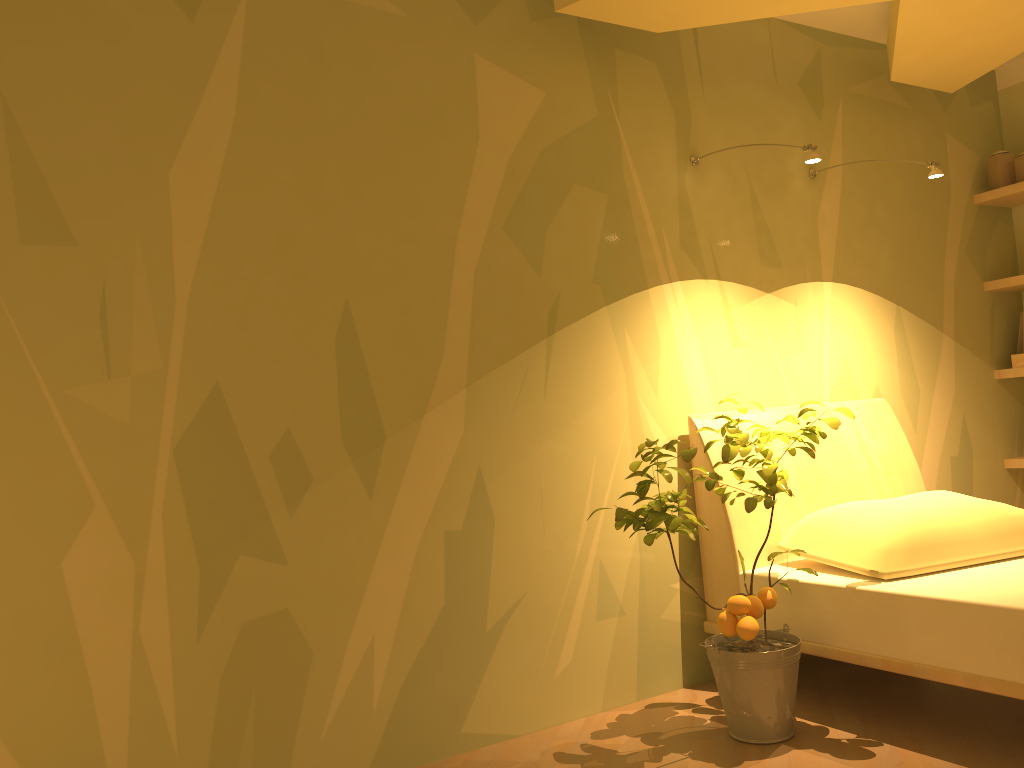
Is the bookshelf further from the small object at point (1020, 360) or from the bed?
the bed

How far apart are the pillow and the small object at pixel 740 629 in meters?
0.2 m

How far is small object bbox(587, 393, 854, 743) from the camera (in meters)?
2.33

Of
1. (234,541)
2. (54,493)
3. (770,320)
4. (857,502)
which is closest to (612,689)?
(857,502)

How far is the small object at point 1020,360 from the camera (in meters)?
3.91

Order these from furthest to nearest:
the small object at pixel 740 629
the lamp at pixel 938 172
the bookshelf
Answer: the bookshelf < the lamp at pixel 938 172 < the small object at pixel 740 629

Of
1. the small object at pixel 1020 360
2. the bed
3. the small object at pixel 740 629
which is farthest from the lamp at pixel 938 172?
the small object at pixel 1020 360

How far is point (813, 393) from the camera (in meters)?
3.37

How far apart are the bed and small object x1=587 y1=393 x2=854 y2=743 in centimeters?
9cm

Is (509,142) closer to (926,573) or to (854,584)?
(854,584)
